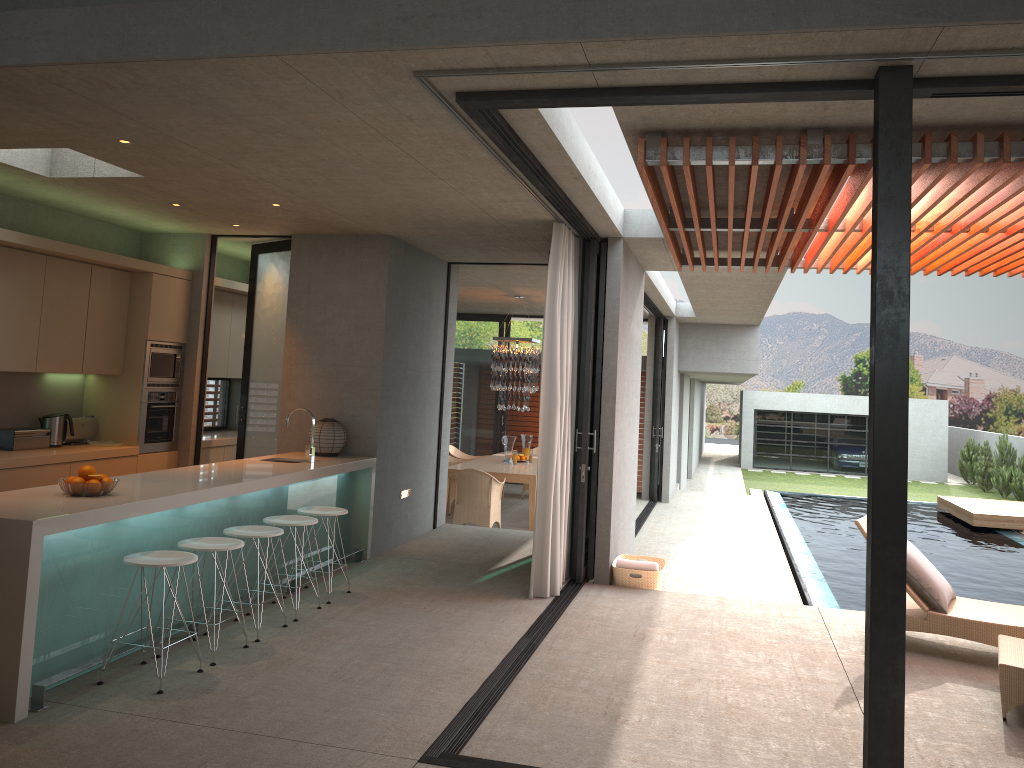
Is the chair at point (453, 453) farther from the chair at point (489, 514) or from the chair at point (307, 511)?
the chair at point (307, 511)

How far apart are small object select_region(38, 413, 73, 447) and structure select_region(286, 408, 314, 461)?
2.19m

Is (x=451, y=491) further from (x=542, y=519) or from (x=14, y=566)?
(x=14, y=566)

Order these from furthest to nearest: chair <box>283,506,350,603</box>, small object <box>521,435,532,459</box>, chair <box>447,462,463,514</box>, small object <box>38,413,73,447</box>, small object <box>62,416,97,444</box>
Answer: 1. small object <box>521,435,532,459</box>
2. chair <box>447,462,463,514</box>
3. small object <box>62,416,97,444</box>
4. small object <box>38,413,73,447</box>
5. chair <box>283,506,350,603</box>

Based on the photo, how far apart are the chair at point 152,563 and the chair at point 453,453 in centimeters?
978cm

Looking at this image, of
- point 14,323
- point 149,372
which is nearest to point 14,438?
point 14,323

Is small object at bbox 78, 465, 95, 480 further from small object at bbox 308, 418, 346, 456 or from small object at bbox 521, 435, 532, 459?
small object at bbox 521, 435, 532, 459

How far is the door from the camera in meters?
8.7

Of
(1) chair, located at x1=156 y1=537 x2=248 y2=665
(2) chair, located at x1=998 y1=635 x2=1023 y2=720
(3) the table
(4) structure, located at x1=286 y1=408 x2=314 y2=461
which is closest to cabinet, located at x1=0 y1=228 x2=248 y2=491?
(4) structure, located at x1=286 y1=408 x2=314 y2=461

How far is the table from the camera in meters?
11.5 m
